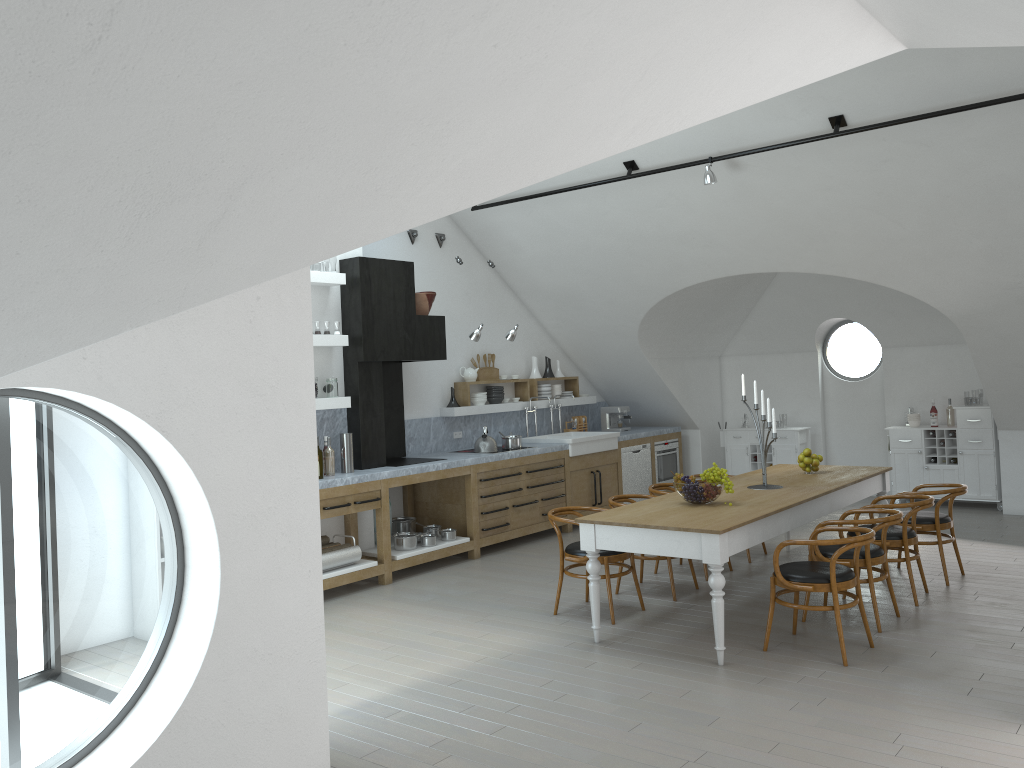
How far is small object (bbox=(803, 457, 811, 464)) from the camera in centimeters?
739cm

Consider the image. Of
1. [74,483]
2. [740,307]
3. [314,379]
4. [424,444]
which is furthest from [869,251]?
[74,483]

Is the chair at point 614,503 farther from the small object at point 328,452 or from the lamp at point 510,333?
the lamp at point 510,333

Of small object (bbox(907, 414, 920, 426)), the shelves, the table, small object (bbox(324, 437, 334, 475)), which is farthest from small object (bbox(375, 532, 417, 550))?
small object (bbox(907, 414, 920, 426))

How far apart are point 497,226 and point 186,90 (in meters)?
7.89

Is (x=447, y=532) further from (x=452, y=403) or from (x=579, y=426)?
(x=579, y=426)

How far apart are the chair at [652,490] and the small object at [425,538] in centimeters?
205cm

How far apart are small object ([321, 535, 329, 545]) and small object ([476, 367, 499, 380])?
3.1 meters

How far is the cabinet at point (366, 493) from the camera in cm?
748

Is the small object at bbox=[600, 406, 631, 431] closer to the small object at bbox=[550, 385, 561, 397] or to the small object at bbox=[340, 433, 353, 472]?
the small object at bbox=[550, 385, 561, 397]
